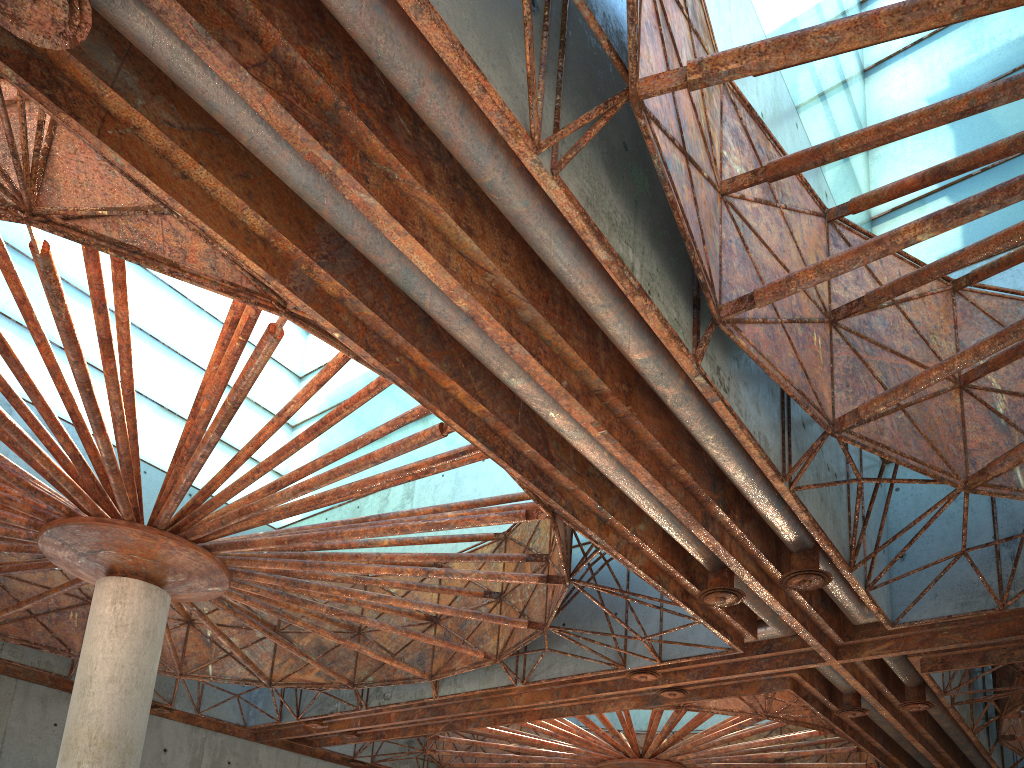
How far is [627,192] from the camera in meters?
13.7 m

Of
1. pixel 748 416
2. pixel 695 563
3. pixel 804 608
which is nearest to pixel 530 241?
pixel 748 416

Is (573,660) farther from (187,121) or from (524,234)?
(187,121)

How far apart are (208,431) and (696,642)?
16.0m
